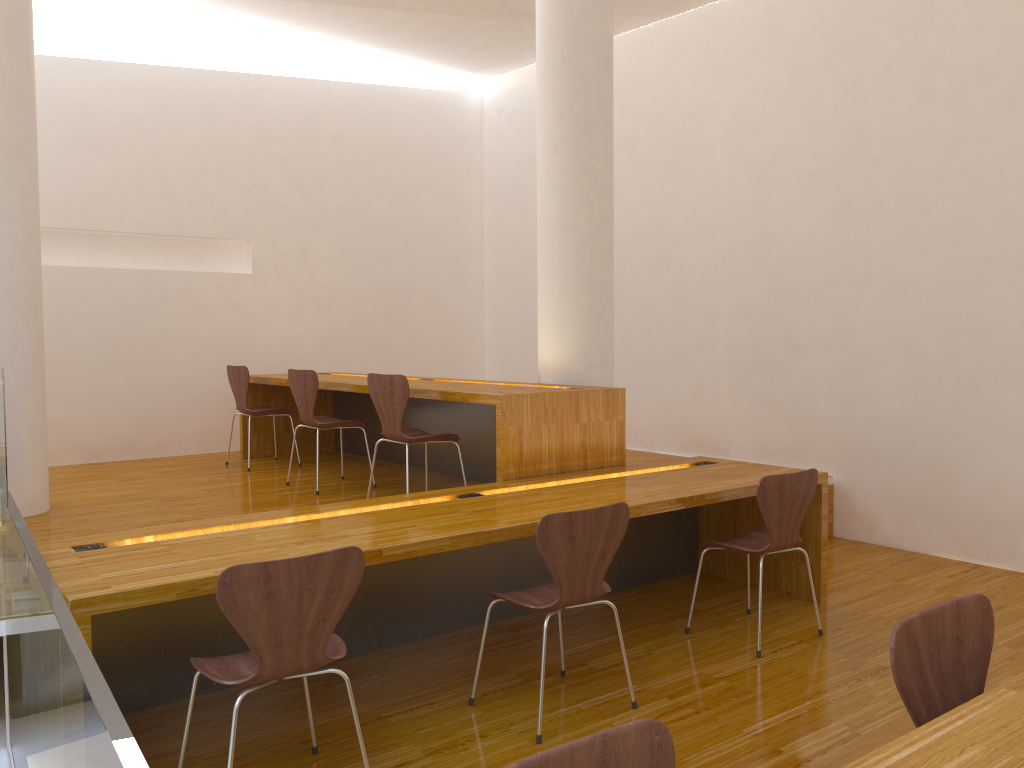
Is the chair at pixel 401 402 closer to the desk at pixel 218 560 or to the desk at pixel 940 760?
the desk at pixel 218 560

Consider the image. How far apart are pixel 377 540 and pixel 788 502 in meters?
1.7

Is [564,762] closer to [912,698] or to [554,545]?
[912,698]

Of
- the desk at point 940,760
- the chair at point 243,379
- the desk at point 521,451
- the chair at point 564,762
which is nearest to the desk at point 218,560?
the desk at point 521,451

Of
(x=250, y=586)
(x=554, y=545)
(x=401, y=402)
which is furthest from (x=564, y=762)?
(x=401, y=402)

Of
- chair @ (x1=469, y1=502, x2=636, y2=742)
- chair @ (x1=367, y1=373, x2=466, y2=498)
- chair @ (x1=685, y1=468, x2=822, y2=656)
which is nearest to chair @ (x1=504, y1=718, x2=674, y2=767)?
chair @ (x1=469, y1=502, x2=636, y2=742)

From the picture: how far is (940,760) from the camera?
1.3m

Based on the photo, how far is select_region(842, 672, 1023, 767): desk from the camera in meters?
1.3

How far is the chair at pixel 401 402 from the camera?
4.17m

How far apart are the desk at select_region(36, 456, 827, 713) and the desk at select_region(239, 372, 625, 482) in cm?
9
